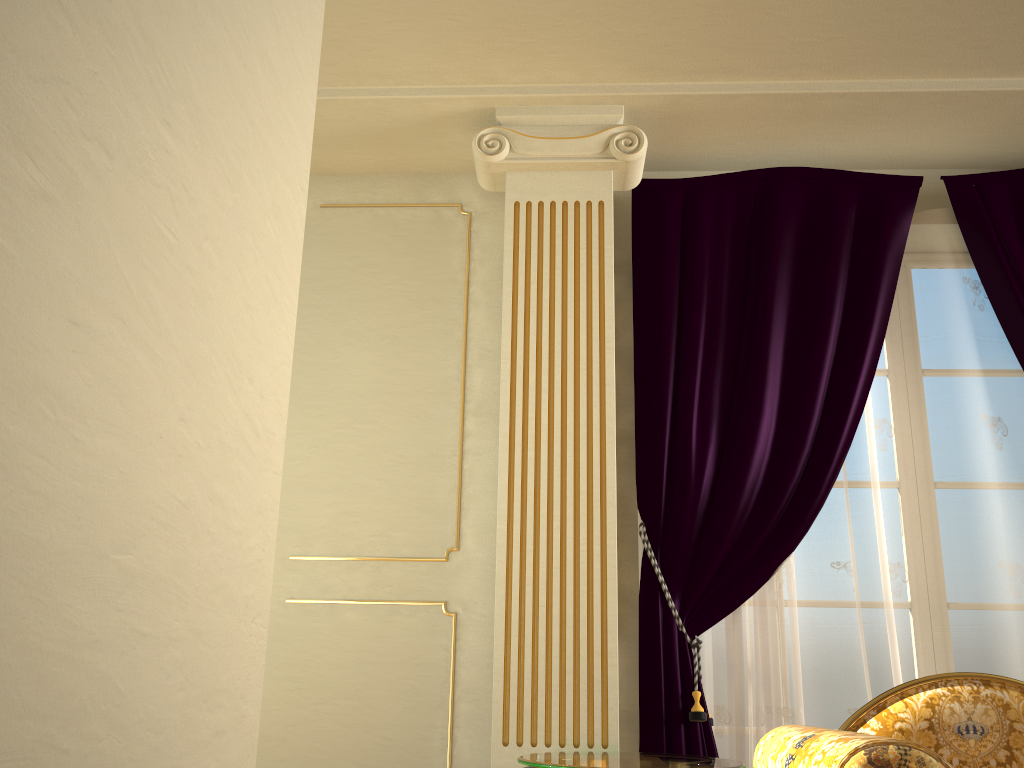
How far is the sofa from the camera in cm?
153

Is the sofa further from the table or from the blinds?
the blinds

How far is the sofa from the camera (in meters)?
1.53

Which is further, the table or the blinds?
the blinds

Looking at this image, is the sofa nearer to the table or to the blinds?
the table

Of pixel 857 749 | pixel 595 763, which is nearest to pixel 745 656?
pixel 595 763

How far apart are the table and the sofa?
0.1m

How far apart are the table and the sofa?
0.05m

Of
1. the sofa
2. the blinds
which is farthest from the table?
the blinds

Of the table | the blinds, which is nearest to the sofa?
the table
